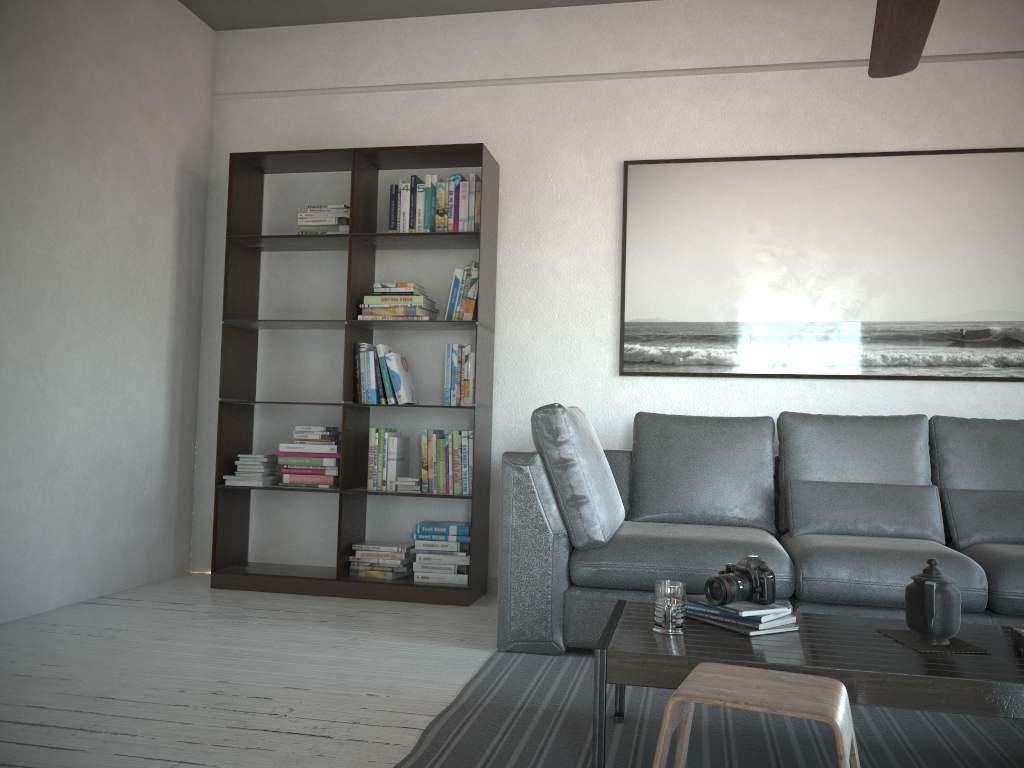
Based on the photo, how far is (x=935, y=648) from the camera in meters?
2.0 m

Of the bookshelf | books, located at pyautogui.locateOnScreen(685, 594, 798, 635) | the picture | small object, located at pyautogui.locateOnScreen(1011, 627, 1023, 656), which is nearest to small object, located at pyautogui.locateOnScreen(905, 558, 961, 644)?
small object, located at pyautogui.locateOnScreen(1011, 627, 1023, 656)

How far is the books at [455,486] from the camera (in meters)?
4.09

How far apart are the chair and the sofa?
1.3 meters

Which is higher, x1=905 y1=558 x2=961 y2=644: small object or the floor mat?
x1=905 y1=558 x2=961 y2=644: small object

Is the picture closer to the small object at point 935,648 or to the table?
the table

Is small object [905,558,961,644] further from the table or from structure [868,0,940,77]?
structure [868,0,940,77]

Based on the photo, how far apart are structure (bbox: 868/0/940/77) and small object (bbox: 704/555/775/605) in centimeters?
142cm

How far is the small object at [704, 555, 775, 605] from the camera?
2.16m

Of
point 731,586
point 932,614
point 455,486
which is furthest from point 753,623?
point 455,486
